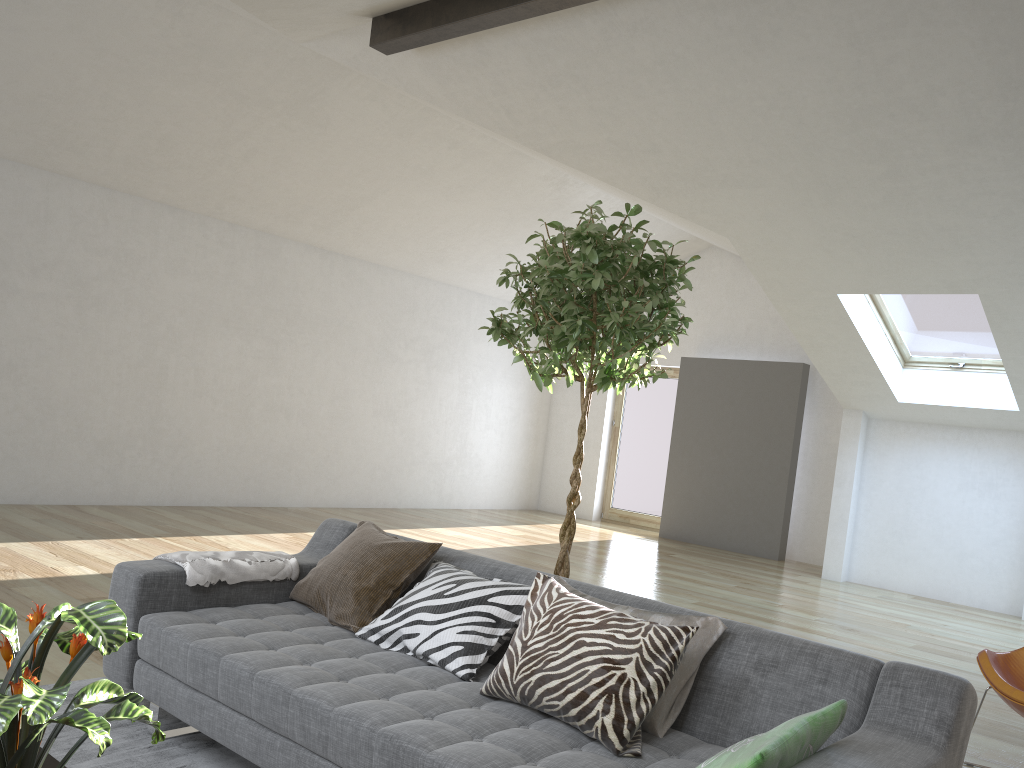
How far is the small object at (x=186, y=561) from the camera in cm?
301

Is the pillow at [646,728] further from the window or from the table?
the window

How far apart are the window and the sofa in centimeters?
544cm

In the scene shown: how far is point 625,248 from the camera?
3.01m

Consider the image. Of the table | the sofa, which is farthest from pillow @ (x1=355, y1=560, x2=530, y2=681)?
the table

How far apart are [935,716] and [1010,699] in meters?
1.6 m

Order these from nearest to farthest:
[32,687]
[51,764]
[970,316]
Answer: [32,687], [51,764], [970,316]

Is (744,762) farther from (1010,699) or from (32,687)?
(1010,699)

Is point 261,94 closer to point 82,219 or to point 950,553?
point 82,219

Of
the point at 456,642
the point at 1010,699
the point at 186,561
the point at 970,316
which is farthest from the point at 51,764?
the point at 970,316
